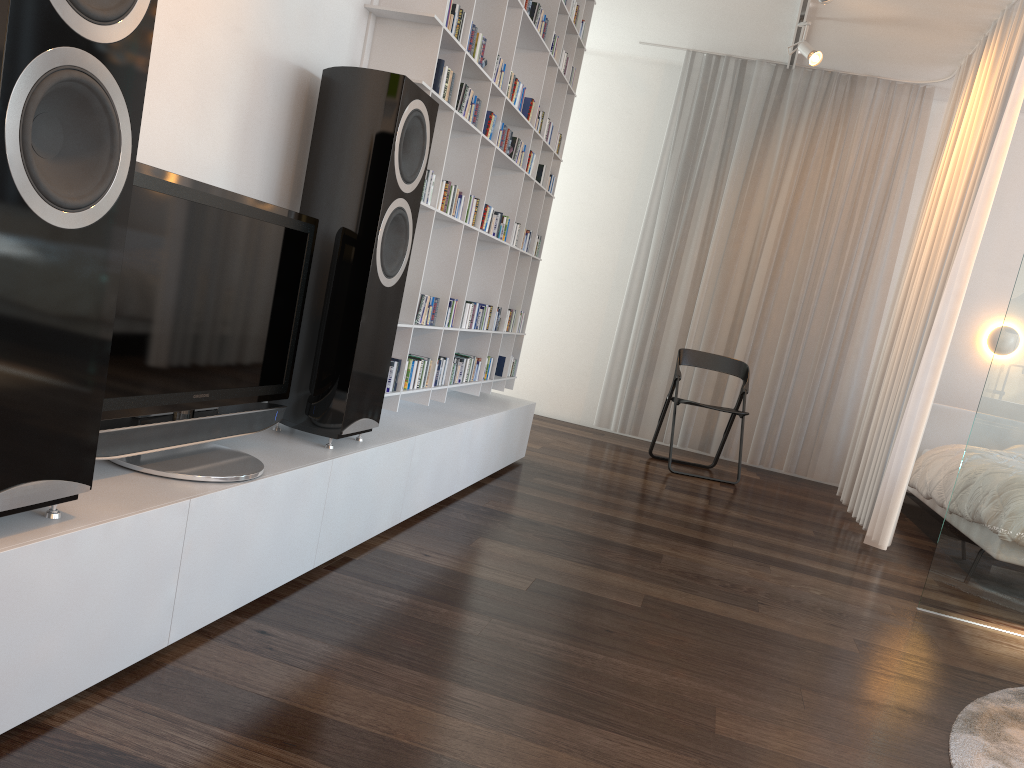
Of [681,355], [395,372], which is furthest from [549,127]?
[681,355]

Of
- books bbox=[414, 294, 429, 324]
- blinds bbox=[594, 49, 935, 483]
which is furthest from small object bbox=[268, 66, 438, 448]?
blinds bbox=[594, 49, 935, 483]

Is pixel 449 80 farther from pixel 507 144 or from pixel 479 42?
pixel 507 144

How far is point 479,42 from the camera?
3.1m

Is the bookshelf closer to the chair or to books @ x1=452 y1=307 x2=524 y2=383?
books @ x1=452 y1=307 x2=524 y2=383

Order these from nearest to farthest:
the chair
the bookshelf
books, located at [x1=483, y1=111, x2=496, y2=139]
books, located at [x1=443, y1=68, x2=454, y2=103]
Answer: the bookshelf < books, located at [x1=443, y1=68, x2=454, y2=103] < books, located at [x1=483, y1=111, x2=496, y2=139] < the chair

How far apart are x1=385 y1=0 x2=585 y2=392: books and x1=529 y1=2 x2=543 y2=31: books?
0.6m

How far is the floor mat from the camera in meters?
2.1

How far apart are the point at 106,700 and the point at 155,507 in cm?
34

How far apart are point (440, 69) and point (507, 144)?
0.90m
